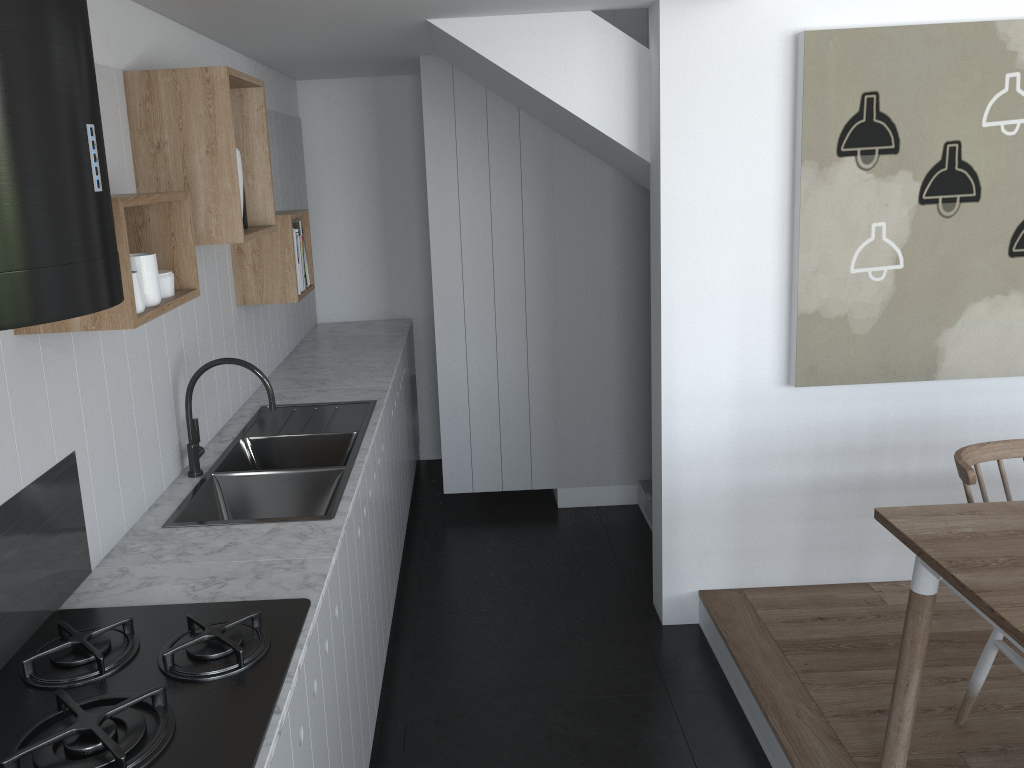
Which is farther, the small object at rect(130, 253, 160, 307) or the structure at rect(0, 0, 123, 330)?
the small object at rect(130, 253, 160, 307)

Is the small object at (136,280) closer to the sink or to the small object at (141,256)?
the small object at (141,256)

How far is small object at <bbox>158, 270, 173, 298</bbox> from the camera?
2.0m

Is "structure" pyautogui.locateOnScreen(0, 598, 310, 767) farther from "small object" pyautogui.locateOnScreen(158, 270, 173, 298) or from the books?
the books

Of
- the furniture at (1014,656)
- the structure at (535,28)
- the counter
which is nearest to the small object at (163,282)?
the counter

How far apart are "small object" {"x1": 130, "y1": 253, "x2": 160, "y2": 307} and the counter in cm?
62

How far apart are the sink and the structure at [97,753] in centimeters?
46cm

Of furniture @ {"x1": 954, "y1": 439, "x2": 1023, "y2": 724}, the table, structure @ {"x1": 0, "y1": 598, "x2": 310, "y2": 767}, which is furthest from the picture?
structure @ {"x1": 0, "y1": 598, "x2": 310, "y2": 767}

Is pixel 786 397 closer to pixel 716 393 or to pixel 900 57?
pixel 716 393

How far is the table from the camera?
1.8 meters
